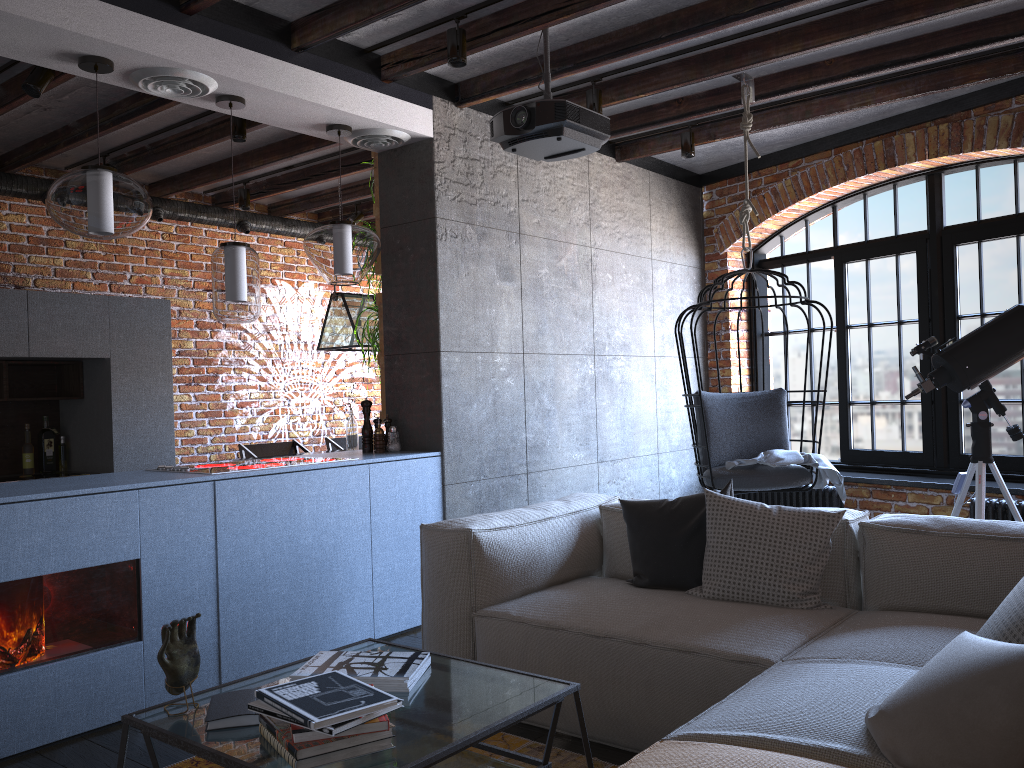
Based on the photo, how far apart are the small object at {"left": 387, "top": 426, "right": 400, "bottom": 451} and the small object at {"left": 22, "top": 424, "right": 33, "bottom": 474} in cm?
267

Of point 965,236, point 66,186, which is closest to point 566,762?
point 66,186

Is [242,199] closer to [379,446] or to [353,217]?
[353,217]

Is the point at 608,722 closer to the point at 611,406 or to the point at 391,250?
the point at 391,250

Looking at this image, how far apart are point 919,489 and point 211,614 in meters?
4.1

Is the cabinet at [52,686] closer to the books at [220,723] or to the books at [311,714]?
the books at [220,723]

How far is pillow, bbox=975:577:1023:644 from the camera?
1.9m

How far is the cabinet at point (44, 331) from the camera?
5.18m

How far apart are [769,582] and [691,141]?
3.24m

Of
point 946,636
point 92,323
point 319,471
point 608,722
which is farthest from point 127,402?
point 946,636
